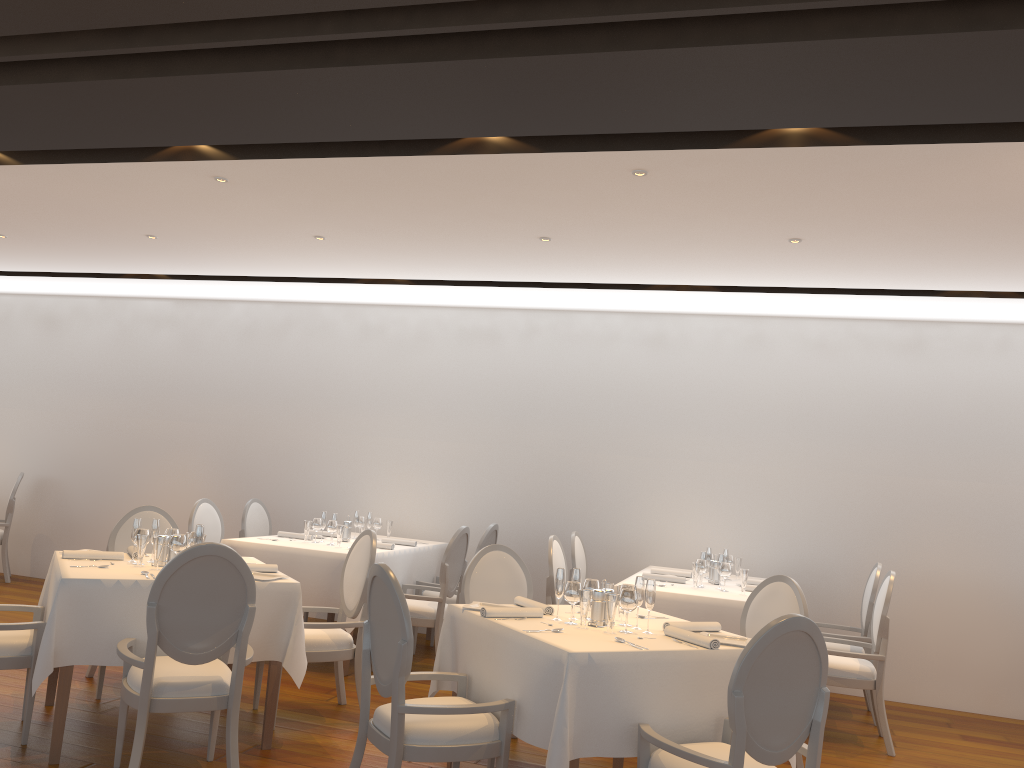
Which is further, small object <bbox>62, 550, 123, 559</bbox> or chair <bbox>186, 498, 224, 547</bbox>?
chair <bbox>186, 498, 224, 547</bbox>

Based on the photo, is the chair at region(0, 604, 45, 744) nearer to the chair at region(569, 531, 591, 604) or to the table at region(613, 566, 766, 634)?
the table at region(613, 566, 766, 634)

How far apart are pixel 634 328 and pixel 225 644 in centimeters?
487cm

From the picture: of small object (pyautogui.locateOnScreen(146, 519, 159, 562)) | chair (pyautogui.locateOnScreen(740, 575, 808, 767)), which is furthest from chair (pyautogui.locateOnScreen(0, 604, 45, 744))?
chair (pyautogui.locateOnScreen(740, 575, 808, 767))

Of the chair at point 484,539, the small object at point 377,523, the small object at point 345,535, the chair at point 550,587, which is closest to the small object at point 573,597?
the chair at point 550,587

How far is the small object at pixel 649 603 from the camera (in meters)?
3.93

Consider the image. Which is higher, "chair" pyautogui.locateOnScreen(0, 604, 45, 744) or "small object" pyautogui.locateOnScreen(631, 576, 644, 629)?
"small object" pyautogui.locateOnScreen(631, 576, 644, 629)

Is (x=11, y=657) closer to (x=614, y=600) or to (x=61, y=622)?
(x=61, y=622)

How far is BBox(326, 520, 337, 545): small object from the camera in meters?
6.7 m

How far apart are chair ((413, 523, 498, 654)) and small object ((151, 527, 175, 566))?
2.8m
